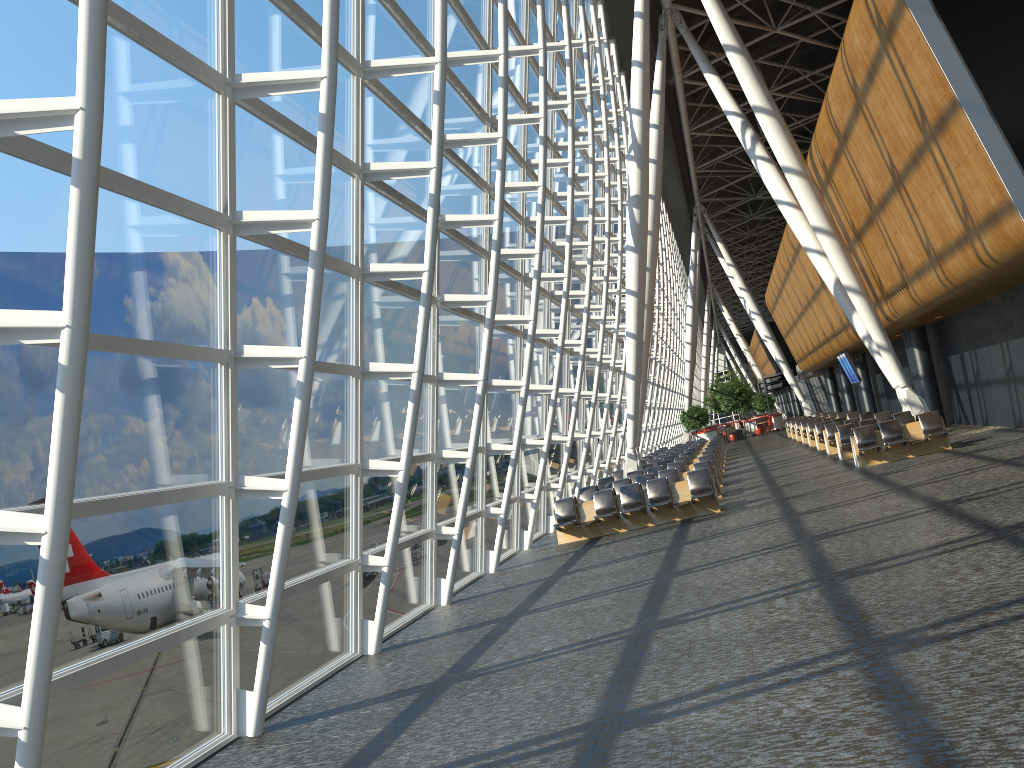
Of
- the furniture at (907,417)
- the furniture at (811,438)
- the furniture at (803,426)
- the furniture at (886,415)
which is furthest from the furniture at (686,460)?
the furniture at (803,426)

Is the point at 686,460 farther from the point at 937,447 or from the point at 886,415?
the point at 937,447

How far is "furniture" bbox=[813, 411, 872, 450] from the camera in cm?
2779

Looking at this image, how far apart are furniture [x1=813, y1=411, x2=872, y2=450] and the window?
7.22m

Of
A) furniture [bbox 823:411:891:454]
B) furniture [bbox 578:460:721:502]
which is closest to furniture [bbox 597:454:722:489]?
furniture [bbox 578:460:721:502]

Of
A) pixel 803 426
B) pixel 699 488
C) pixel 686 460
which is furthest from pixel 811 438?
pixel 699 488

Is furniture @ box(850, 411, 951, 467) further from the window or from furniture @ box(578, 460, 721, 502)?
the window

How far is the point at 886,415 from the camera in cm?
2486

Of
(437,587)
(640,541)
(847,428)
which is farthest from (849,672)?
(847,428)

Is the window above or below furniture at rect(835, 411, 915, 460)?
above
